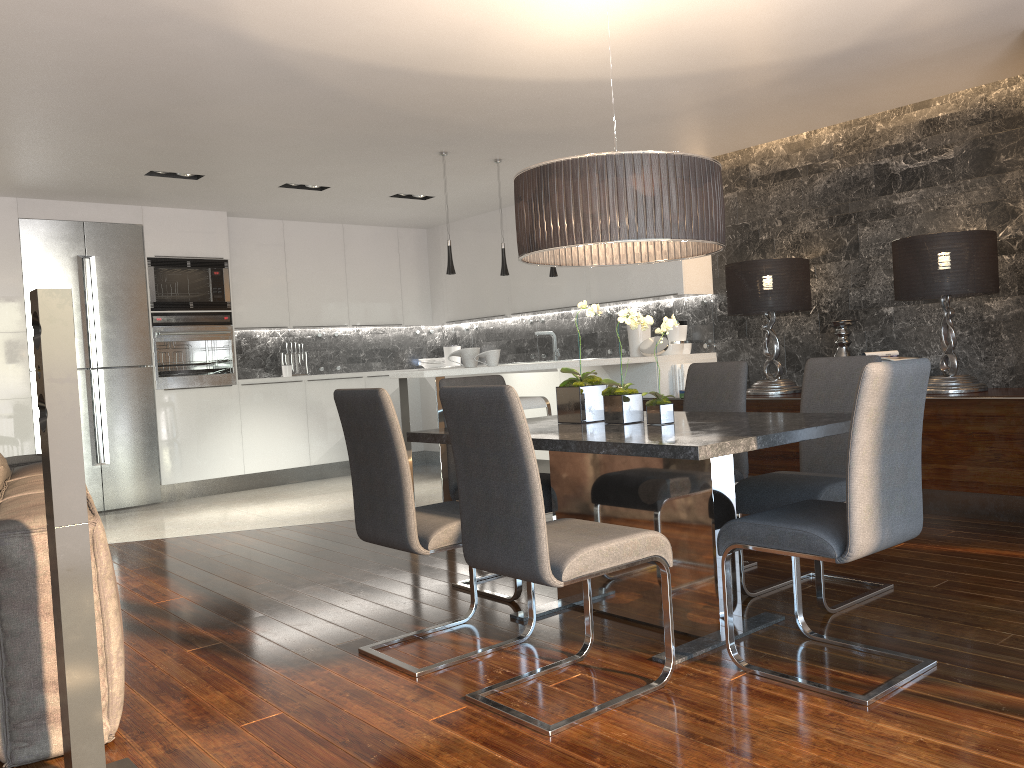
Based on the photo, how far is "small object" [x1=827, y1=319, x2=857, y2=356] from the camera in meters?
5.6 m

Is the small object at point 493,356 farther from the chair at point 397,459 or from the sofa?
the sofa

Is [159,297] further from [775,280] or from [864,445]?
[864,445]

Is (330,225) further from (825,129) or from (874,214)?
(874,214)

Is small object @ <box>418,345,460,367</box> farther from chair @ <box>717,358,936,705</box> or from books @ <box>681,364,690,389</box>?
chair @ <box>717,358,936,705</box>

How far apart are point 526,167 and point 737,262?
1.8m

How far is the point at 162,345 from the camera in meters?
7.8

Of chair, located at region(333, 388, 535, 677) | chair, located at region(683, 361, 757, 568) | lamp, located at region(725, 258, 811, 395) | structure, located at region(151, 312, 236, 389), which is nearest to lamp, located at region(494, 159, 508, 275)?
lamp, located at region(725, 258, 811, 395)

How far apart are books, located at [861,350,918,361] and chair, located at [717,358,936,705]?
2.72m

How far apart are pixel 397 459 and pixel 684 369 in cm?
395
